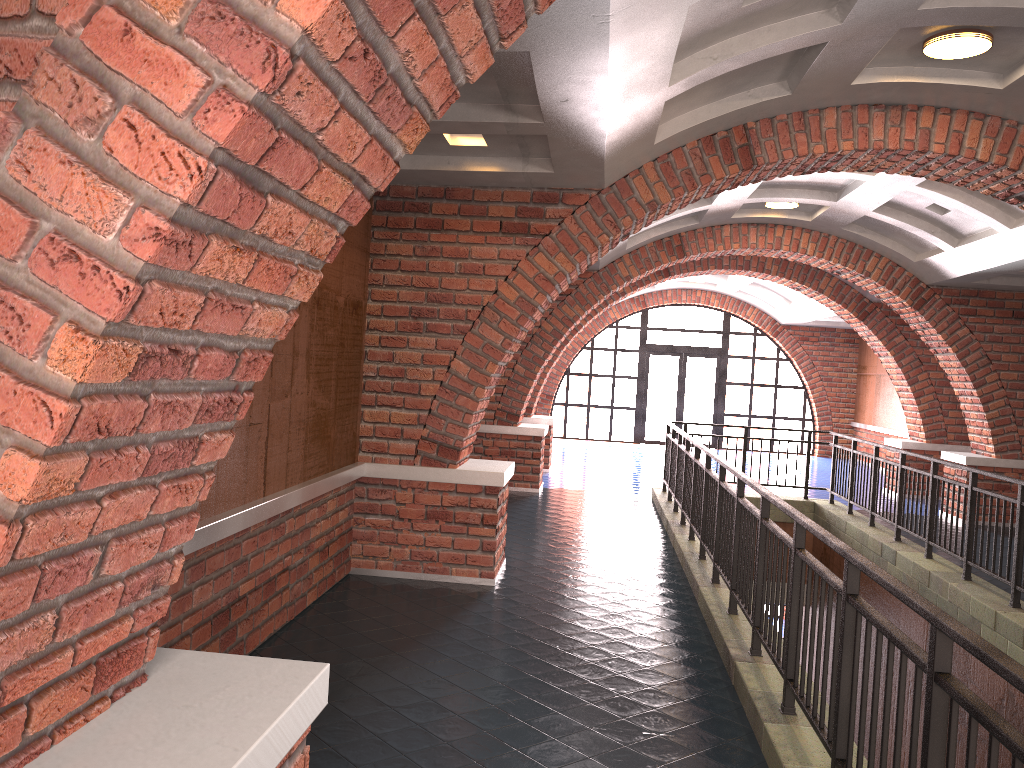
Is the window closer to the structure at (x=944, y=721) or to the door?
the door

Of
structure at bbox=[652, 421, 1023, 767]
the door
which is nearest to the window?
the door

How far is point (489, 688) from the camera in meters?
4.6 m

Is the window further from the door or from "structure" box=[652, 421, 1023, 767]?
"structure" box=[652, 421, 1023, 767]

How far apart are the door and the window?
0.2m

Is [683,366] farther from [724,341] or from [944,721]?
[944,721]

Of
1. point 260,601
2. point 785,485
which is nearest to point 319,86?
point 260,601

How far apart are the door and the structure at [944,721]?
9.3m

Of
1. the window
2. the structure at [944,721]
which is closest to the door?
the window

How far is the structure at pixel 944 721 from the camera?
2.41m
